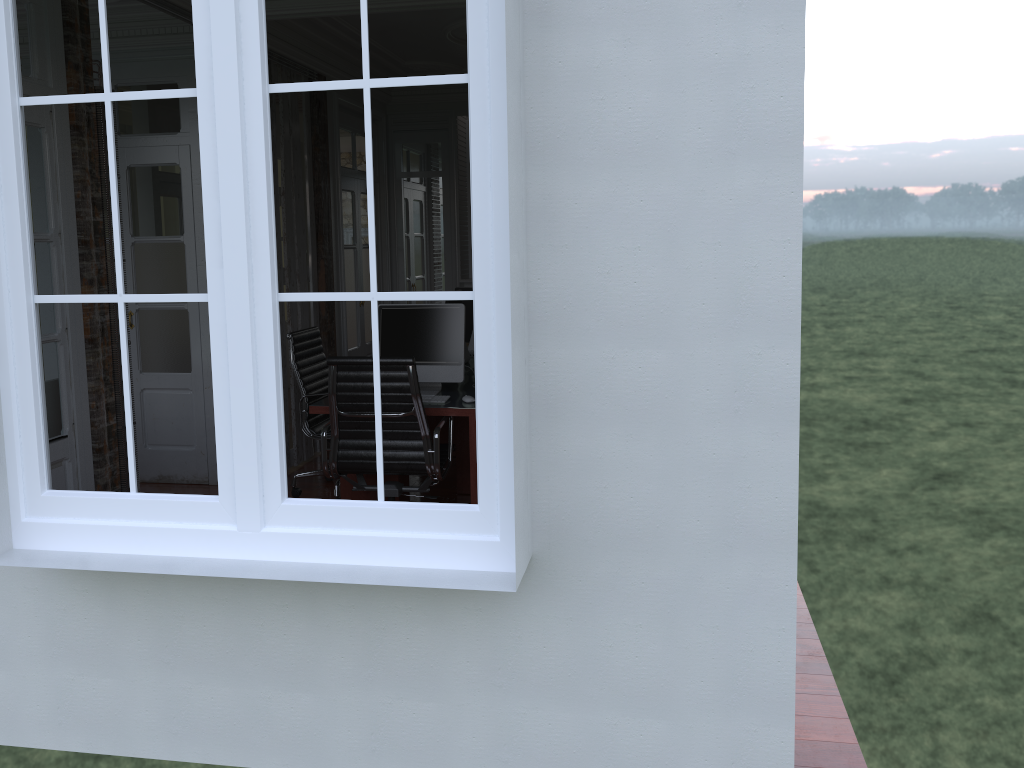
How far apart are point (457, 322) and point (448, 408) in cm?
55

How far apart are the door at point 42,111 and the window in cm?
138

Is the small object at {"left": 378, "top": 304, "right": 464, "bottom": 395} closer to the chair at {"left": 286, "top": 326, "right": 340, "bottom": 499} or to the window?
the chair at {"left": 286, "top": 326, "right": 340, "bottom": 499}

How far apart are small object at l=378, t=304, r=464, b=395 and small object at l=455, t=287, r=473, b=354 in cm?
151

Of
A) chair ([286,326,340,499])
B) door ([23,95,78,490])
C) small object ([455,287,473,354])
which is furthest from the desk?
door ([23,95,78,490])

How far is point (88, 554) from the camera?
2.53m

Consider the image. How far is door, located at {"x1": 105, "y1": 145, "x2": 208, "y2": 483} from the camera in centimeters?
557cm

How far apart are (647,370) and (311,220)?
4.56m

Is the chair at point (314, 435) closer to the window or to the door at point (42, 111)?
the door at point (42, 111)

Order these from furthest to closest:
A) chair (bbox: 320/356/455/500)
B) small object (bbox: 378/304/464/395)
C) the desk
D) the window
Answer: small object (bbox: 378/304/464/395) → the desk → chair (bbox: 320/356/455/500) → the window
